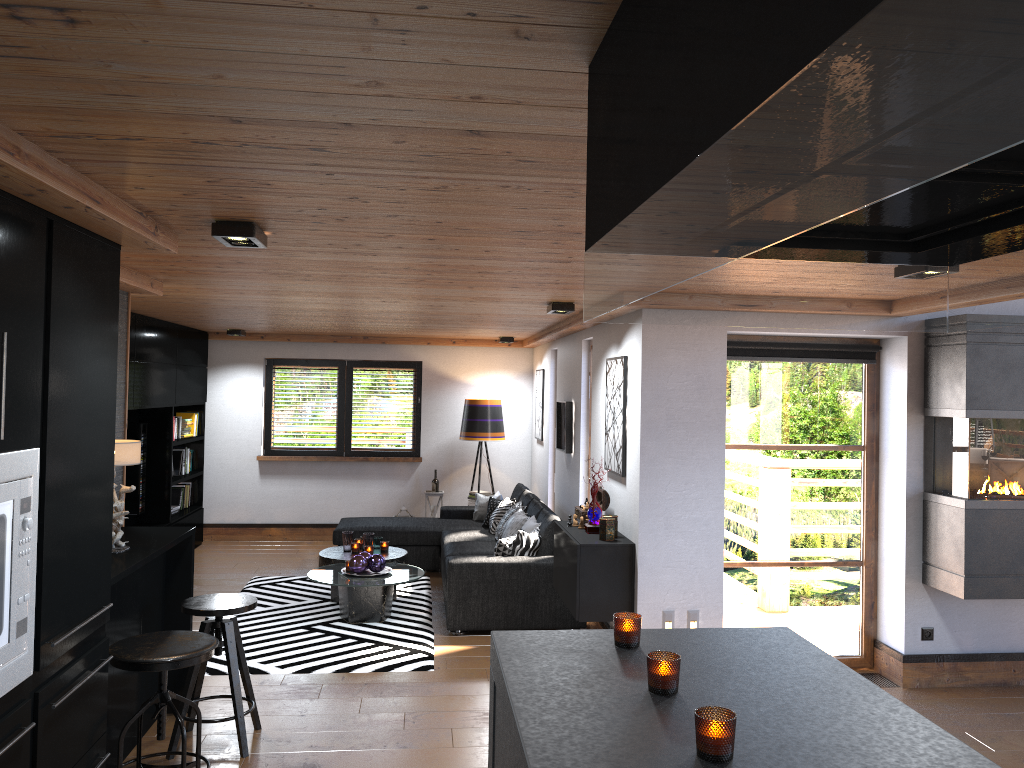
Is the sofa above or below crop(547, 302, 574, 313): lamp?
below

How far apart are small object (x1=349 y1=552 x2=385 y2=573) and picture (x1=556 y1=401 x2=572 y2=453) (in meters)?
1.87

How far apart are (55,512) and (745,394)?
4.2 meters

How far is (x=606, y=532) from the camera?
5.5m

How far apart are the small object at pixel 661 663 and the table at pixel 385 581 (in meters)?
4.68

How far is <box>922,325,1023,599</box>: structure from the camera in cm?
509

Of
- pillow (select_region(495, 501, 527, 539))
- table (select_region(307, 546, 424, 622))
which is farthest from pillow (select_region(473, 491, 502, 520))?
table (select_region(307, 546, 424, 622))

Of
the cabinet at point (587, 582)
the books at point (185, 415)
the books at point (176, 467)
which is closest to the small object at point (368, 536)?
the cabinet at point (587, 582)

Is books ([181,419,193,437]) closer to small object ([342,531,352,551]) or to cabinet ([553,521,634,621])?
small object ([342,531,352,551])

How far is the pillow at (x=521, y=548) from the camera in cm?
672
